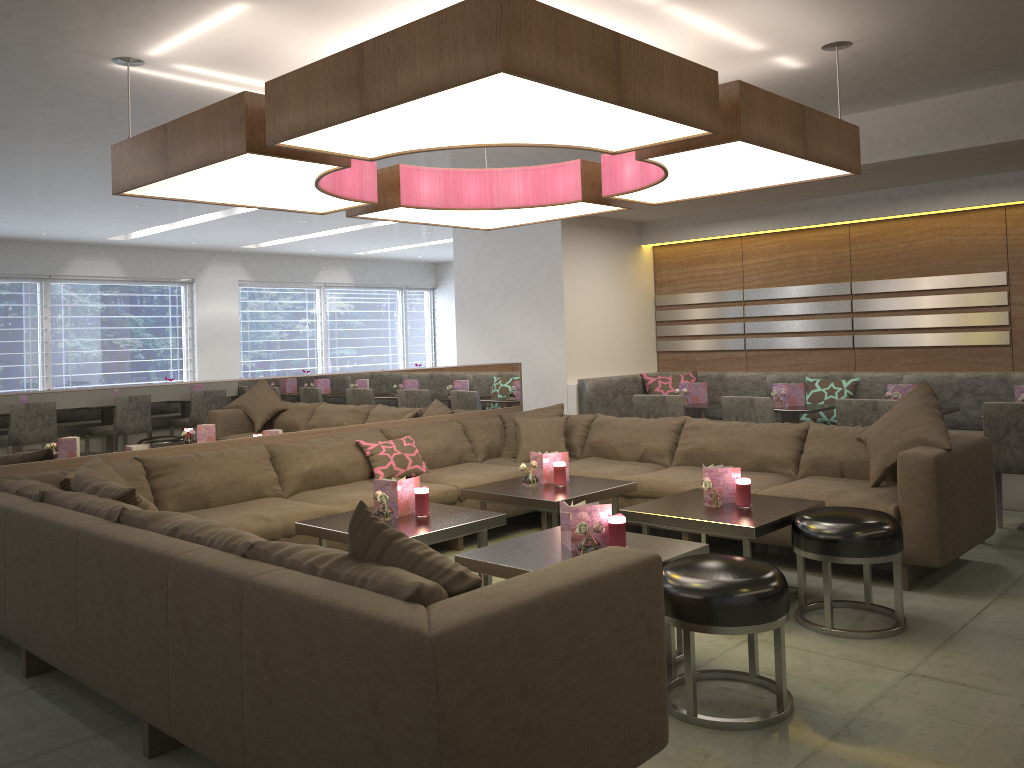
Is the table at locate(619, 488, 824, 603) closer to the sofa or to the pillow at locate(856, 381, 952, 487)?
the sofa

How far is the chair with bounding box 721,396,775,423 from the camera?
5.6m

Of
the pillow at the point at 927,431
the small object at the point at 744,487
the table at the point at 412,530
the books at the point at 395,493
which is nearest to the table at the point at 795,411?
the pillow at the point at 927,431

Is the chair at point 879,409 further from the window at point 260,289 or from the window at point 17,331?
the window at point 260,289

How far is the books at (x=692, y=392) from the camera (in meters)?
6.67

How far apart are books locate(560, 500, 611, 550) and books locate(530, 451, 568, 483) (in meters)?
1.38

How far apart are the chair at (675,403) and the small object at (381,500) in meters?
2.8 m

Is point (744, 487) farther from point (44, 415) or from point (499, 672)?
point (44, 415)

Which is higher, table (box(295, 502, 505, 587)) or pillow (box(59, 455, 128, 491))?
pillow (box(59, 455, 128, 491))

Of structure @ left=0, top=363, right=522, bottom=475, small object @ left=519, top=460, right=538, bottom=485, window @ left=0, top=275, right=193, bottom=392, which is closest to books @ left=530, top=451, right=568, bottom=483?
small object @ left=519, top=460, right=538, bottom=485
